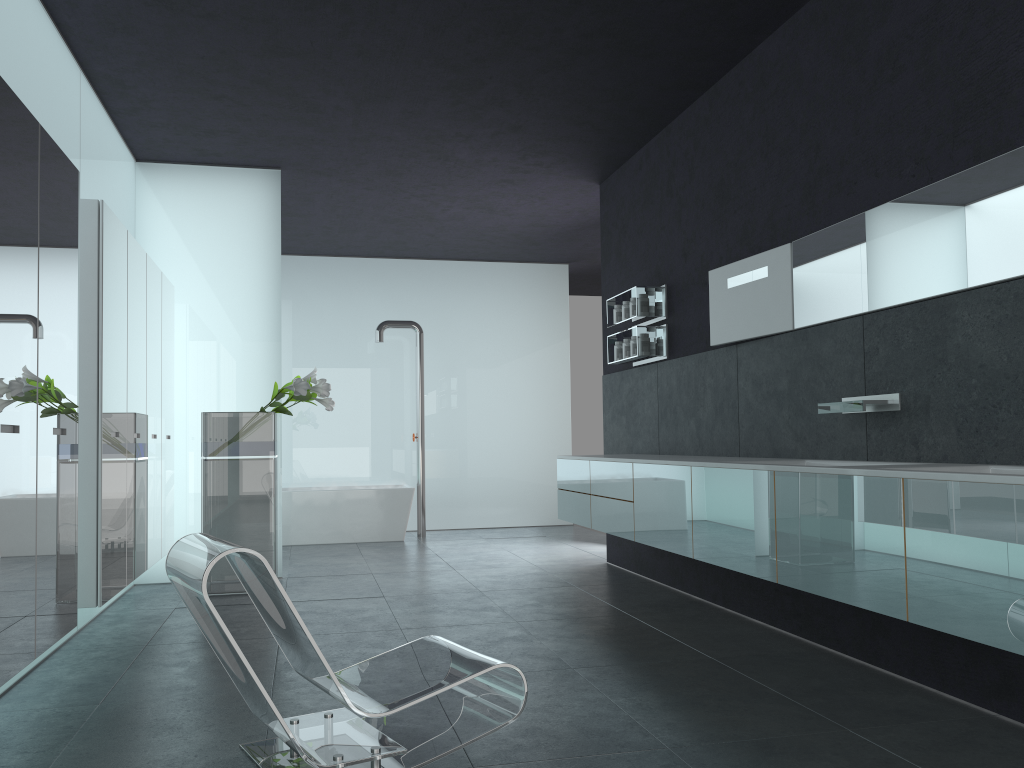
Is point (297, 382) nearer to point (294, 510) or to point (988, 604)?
point (294, 510)

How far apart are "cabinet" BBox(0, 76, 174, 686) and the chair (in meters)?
0.56

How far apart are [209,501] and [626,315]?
3.8 meters

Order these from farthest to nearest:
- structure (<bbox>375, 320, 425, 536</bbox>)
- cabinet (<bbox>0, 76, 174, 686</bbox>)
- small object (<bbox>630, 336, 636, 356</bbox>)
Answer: structure (<bbox>375, 320, 425, 536</bbox>) < small object (<bbox>630, 336, 636, 356</bbox>) < cabinet (<bbox>0, 76, 174, 686</bbox>)

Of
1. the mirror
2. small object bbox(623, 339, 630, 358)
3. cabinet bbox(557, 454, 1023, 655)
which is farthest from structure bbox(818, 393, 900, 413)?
small object bbox(623, 339, 630, 358)

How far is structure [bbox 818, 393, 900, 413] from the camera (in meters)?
4.43

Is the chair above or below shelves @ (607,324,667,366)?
below

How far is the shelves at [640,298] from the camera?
7.3 meters

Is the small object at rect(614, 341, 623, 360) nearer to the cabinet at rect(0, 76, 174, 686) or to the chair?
the cabinet at rect(0, 76, 174, 686)

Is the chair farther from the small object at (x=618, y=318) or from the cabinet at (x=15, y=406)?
the small object at (x=618, y=318)
